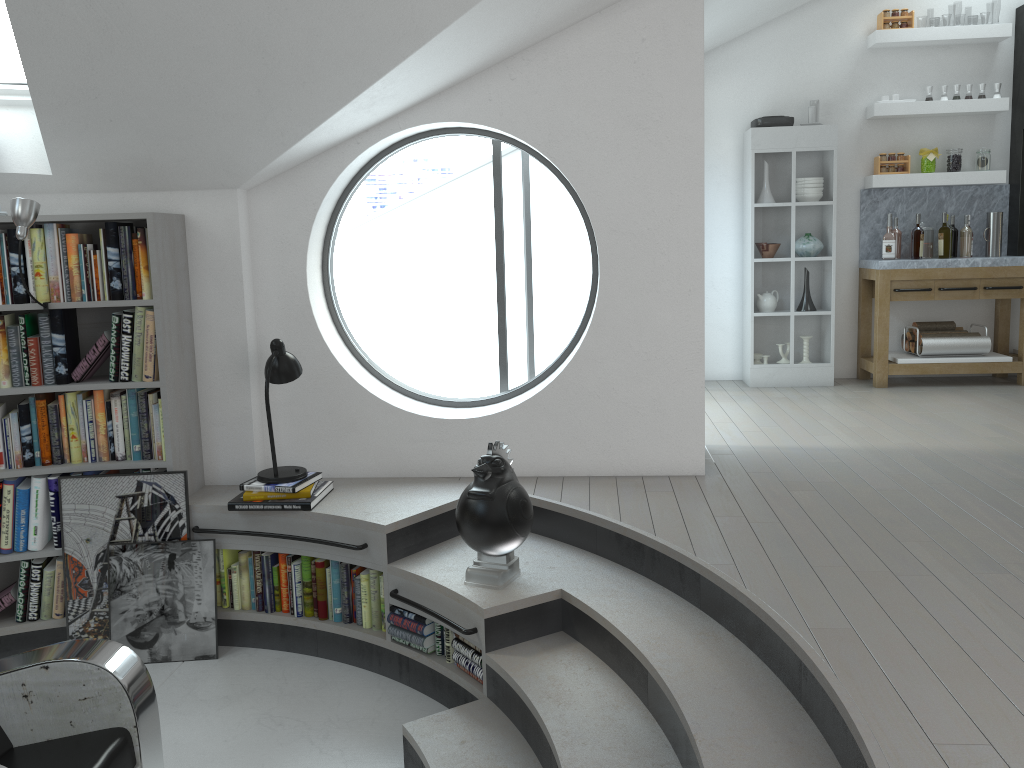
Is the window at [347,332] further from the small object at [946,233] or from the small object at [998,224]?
the small object at [998,224]

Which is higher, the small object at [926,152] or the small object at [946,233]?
the small object at [926,152]

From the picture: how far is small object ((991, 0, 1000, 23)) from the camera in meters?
39.2

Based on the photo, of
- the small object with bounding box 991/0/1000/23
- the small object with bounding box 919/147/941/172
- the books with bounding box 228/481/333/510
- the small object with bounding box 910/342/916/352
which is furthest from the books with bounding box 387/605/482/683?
the small object with bounding box 991/0/1000/23

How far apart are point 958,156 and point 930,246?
0.71m

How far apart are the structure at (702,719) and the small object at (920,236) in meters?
4.2

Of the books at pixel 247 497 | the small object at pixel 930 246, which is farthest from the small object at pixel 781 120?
the books at pixel 247 497

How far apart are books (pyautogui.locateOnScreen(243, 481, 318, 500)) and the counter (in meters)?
4.62

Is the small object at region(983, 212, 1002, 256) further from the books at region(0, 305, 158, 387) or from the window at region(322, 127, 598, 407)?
the books at region(0, 305, 158, 387)

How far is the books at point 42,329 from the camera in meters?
4.0
